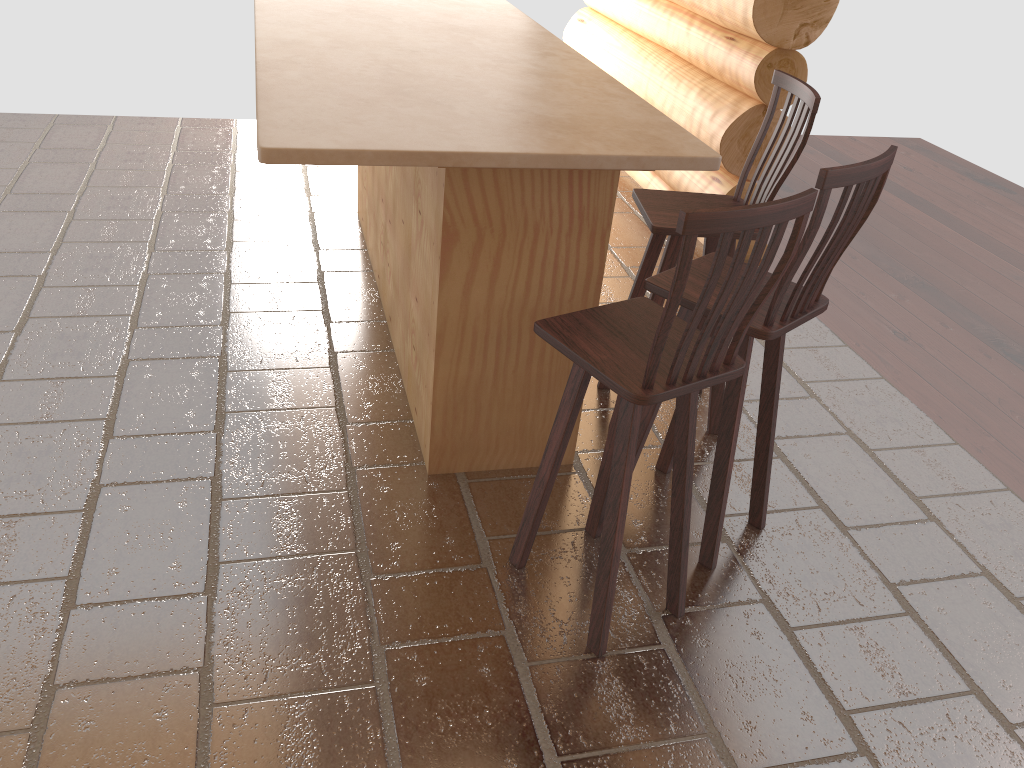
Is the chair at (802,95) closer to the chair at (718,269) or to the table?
the table

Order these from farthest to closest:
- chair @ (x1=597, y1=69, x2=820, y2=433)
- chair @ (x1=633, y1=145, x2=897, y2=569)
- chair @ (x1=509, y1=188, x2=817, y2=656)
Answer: chair @ (x1=597, y1=69, x2=820, y2=433), chair @ (x1=633, y1=145, x2=897, y2=569), chair @ (x1=509, y1=188, x2=817, y2=656)

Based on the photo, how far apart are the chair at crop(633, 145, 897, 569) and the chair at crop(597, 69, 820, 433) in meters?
0.2 m

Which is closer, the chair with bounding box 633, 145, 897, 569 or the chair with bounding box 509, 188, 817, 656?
the chair with bounding box 509, 188, 817, 656

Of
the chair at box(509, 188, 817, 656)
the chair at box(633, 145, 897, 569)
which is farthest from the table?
the chair at box(509, 188, 817, 656)

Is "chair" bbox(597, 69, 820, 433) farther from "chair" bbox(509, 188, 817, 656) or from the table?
"chair" bbox(509, 188, 817, 656)

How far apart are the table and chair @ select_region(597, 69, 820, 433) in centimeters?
30cm

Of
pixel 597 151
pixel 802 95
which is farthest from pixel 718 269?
pixel 802 95

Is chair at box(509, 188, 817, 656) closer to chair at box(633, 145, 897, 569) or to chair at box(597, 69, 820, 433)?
chair at box(633, 145, 897, 569)

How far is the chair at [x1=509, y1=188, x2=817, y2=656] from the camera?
1.9 meters
